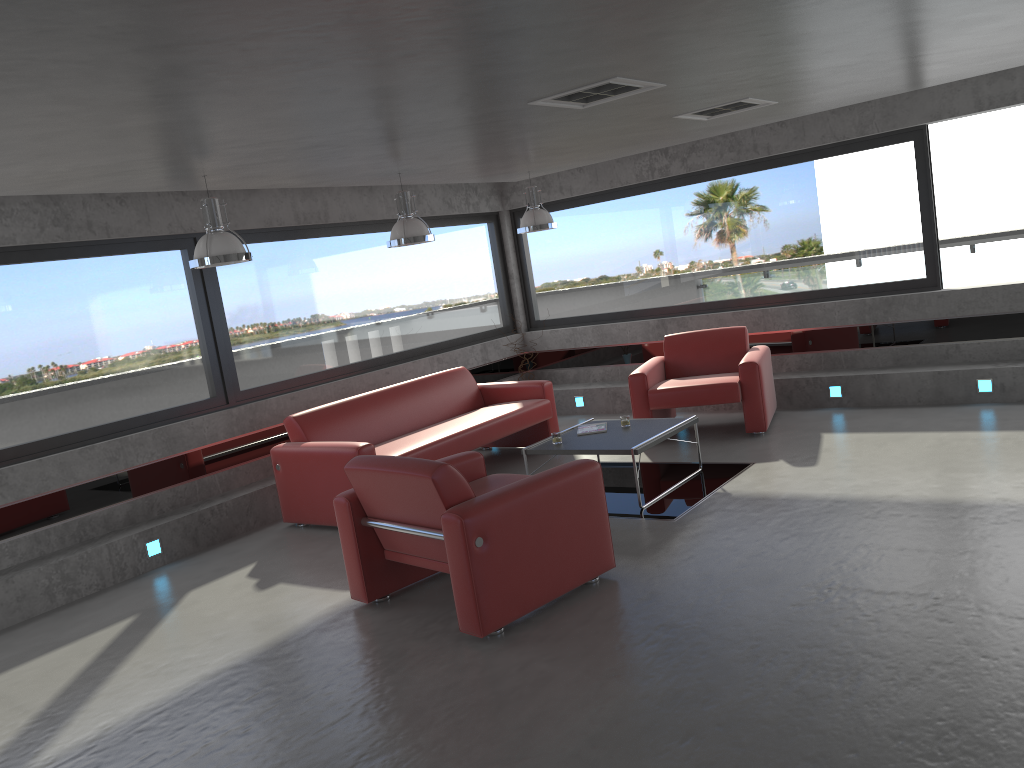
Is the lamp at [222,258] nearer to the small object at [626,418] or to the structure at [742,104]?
the small object at [626,418]

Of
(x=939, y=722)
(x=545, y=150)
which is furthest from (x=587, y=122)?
(x=939, y=722)

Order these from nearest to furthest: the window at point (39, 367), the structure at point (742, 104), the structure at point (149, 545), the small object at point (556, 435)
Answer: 1. the structure at point (742, 104)
2. the window at point (39, 367)
3. the structure at point (149, 545)
4. the small object at point (556, 435)

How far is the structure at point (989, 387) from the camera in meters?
7.6

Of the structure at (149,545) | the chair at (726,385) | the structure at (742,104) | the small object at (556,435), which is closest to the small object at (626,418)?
the small object at (556,435)

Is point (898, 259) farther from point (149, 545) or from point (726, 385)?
point (149, 545)

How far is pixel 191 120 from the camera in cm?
397

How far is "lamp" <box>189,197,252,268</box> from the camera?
5.50m

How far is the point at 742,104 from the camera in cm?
622

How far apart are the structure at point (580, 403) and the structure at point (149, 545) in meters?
5.0
